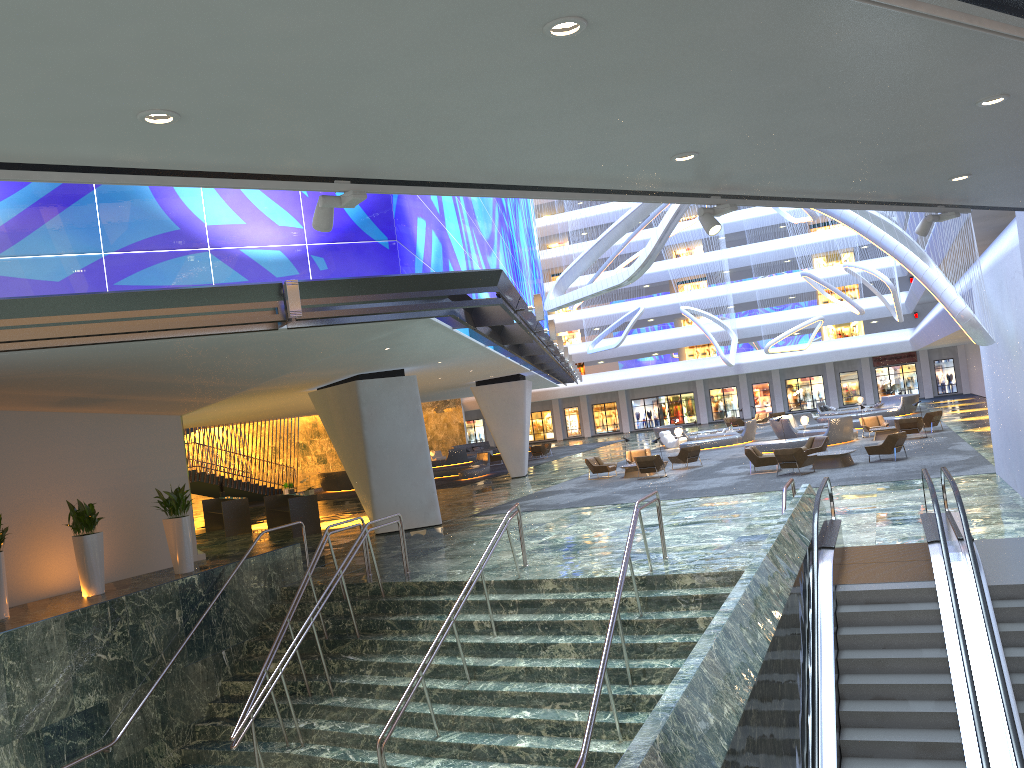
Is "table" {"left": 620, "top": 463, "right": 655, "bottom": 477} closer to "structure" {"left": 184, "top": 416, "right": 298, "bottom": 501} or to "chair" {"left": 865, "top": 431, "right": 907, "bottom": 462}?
"chair" {"left": 865, "top": 431, "right": 907, "bottom": 462}

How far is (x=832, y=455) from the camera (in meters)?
24.39

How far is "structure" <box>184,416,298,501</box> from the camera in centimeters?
3812cm

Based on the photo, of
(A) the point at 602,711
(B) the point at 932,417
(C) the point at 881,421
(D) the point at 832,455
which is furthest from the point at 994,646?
(C) the point at 881,421

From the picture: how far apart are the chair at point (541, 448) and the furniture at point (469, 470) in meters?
6.2 m

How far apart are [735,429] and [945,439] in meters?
16.8 m

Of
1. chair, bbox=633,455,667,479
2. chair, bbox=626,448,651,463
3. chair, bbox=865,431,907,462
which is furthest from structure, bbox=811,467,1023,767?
chair, bbox=626,448,651,463

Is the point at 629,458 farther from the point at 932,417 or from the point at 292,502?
the point at 292,502

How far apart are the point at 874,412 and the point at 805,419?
9.8 meters

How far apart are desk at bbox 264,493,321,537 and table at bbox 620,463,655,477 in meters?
10.5
